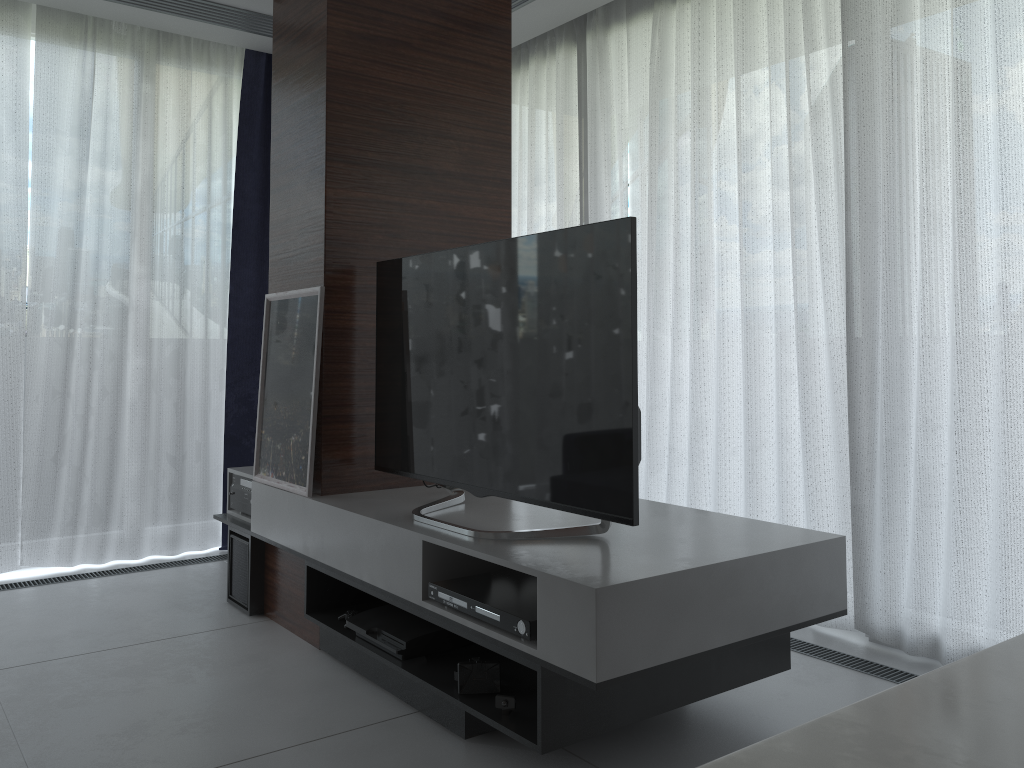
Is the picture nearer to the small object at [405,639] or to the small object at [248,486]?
the small object at [248,486]

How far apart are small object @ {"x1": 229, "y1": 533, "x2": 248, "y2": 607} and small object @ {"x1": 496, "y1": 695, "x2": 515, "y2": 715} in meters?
1.6

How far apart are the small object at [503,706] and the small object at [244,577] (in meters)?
1.62

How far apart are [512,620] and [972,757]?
1.6 meters

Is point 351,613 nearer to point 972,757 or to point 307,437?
point 307,437

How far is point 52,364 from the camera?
4.0 meters

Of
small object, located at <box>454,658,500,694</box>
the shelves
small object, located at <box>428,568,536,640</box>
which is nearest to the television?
the shelves

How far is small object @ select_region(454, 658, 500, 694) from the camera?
2.3 meters

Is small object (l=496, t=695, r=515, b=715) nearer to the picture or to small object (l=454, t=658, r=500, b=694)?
small object (l=454, t=658, r=500, b=694)

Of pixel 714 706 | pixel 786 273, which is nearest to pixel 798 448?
pixel 786 273
